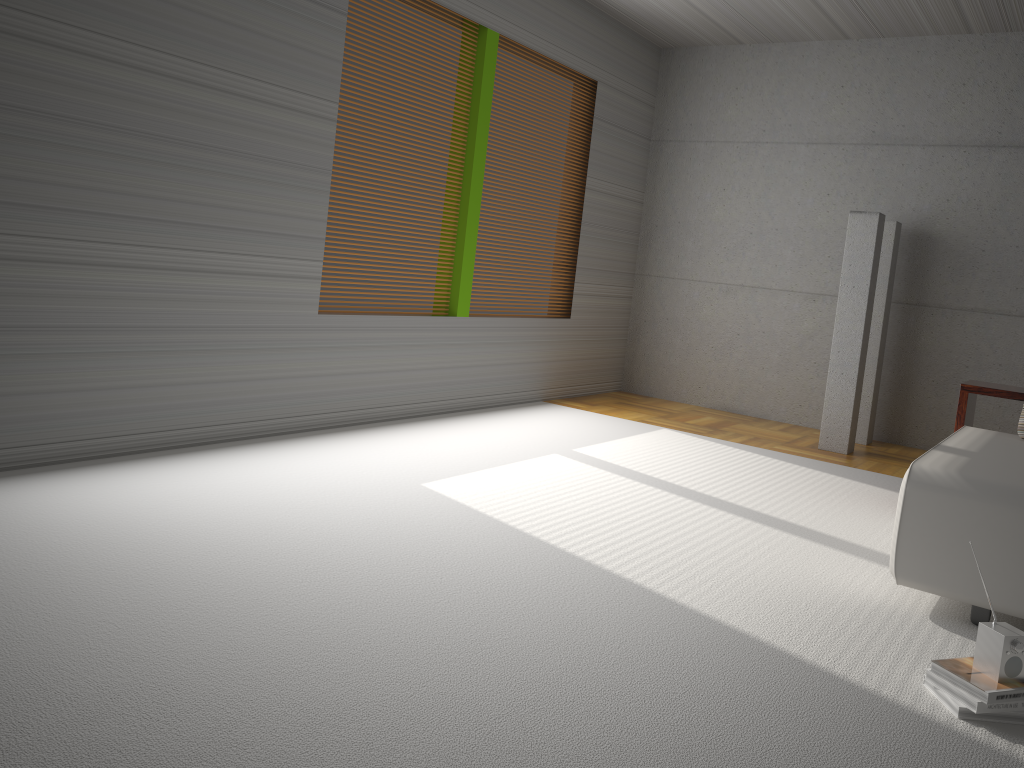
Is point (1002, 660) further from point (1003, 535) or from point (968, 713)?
point (1003, 535)

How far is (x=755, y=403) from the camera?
7.51m

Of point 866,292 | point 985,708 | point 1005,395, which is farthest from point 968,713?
point 866,292

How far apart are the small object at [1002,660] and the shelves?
2.2 meters

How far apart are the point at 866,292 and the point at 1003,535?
3.4 meters

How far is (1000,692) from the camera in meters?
2.4 m

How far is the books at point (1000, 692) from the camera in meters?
2.4 m

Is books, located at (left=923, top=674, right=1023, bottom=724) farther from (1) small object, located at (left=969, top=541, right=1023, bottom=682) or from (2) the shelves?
(2) the shelves

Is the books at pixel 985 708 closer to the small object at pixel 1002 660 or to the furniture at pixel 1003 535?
the small object at pixel 1002 660

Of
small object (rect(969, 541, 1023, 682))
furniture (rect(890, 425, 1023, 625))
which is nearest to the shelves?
furniture (rect(890, 425, 1023, 625))
